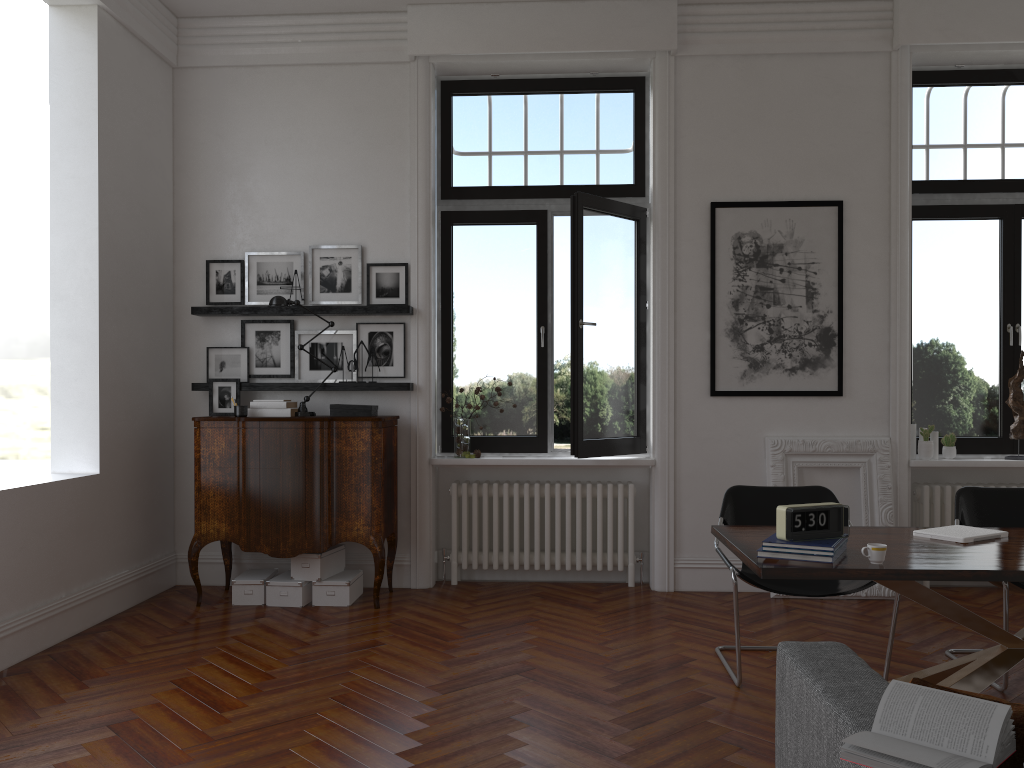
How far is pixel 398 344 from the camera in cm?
615

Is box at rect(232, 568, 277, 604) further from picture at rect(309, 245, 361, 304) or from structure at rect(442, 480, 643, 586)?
picture at rect(309, 245, 361, 304)

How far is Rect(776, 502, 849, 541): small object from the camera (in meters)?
3.19

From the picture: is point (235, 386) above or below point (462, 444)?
above

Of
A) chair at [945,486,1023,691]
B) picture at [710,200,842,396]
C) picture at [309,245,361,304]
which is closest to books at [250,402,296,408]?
picture at [309,245,361,304]

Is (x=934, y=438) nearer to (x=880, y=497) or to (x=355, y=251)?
(x=880, y=497)

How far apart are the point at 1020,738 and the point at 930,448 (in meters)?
4.66

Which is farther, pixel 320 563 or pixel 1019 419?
pixel 1019 419

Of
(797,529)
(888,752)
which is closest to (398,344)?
(797,529)

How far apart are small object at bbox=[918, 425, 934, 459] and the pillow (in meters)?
4.53
